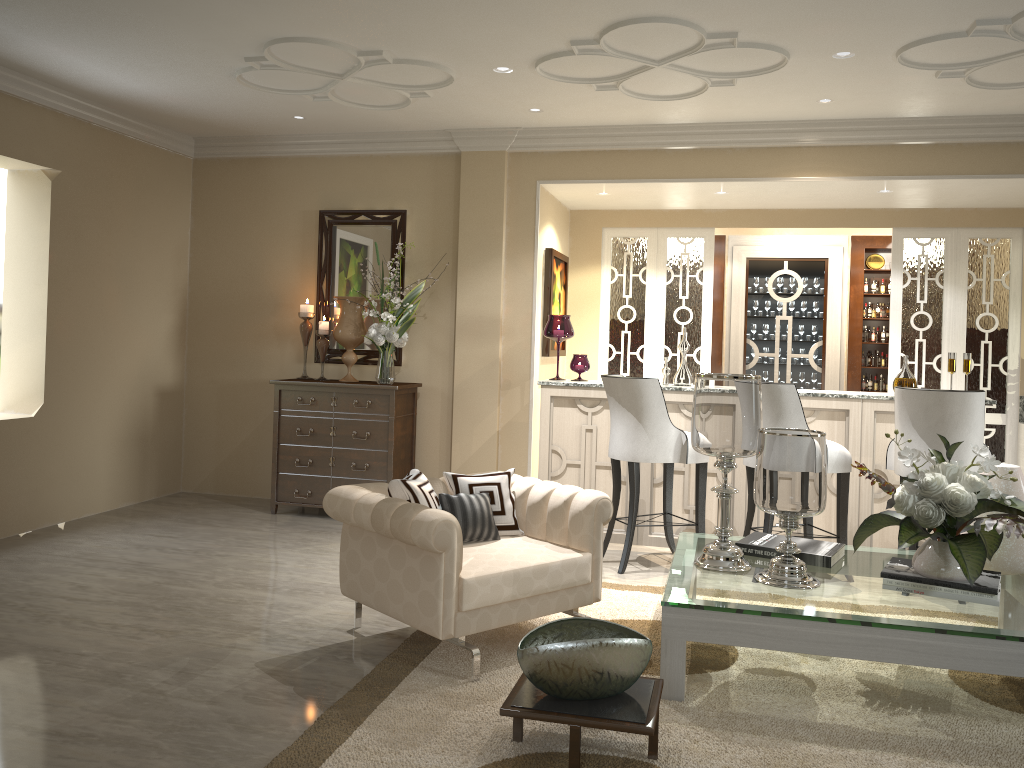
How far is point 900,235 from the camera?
5.9m

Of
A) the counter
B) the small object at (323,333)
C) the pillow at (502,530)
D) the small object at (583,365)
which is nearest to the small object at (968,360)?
the counter

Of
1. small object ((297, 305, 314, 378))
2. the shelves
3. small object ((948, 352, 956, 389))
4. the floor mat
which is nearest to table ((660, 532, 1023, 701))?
the floor mat

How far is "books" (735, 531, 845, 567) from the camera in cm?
323

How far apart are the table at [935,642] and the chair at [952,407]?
0.4 meters

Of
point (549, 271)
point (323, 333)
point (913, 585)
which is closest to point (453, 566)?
point (913, 585)

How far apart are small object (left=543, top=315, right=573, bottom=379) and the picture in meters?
0.4 m

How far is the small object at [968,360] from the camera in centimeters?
458cm

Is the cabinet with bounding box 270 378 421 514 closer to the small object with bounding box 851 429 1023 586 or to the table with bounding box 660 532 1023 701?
the table with bounding box 660 532 1023 701

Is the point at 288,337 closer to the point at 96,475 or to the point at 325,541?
the point at 96,475
